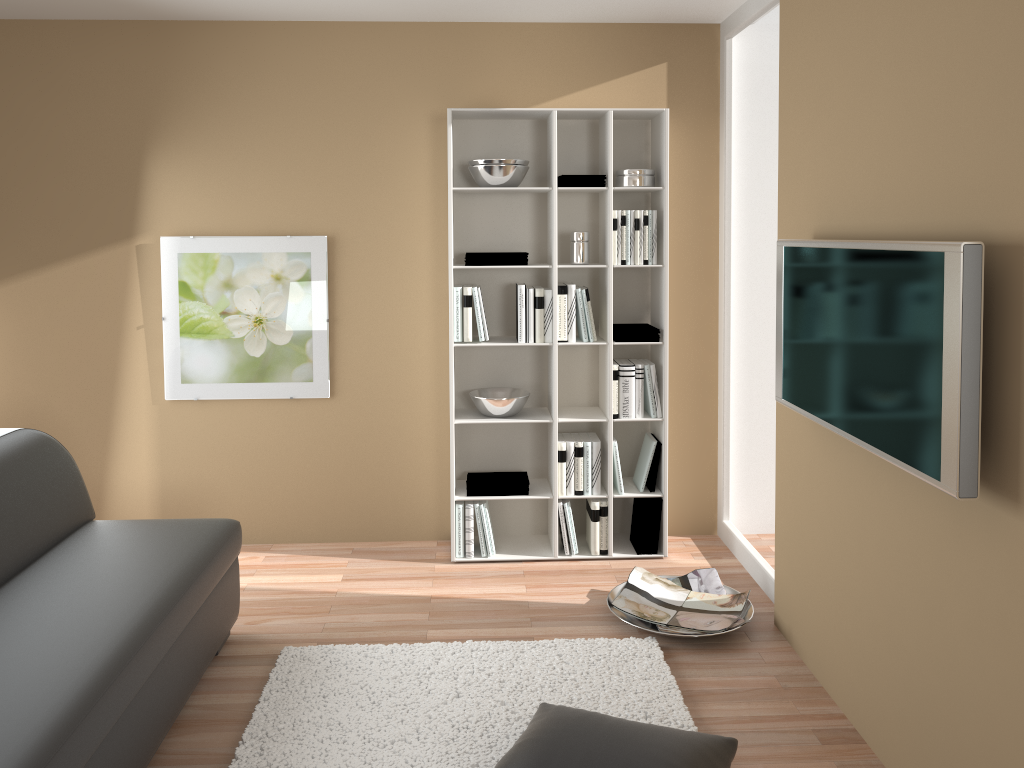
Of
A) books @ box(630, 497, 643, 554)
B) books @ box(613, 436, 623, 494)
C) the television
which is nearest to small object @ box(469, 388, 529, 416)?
books @ box(613, 436, 623, 494)

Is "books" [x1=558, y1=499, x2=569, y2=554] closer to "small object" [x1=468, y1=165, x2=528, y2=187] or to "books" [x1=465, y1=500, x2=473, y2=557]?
"books" [x1=465, y1=500, x2=473, y2=557]

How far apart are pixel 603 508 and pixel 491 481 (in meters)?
0.57

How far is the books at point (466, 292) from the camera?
4.1m

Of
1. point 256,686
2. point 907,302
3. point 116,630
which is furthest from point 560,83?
point 116,630

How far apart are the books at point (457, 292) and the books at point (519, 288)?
0.28m

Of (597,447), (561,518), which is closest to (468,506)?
(561,518)

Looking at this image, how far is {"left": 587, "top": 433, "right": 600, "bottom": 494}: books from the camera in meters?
4.3

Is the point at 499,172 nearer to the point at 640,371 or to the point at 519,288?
the point at 519,288

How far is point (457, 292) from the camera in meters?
4.1 m
